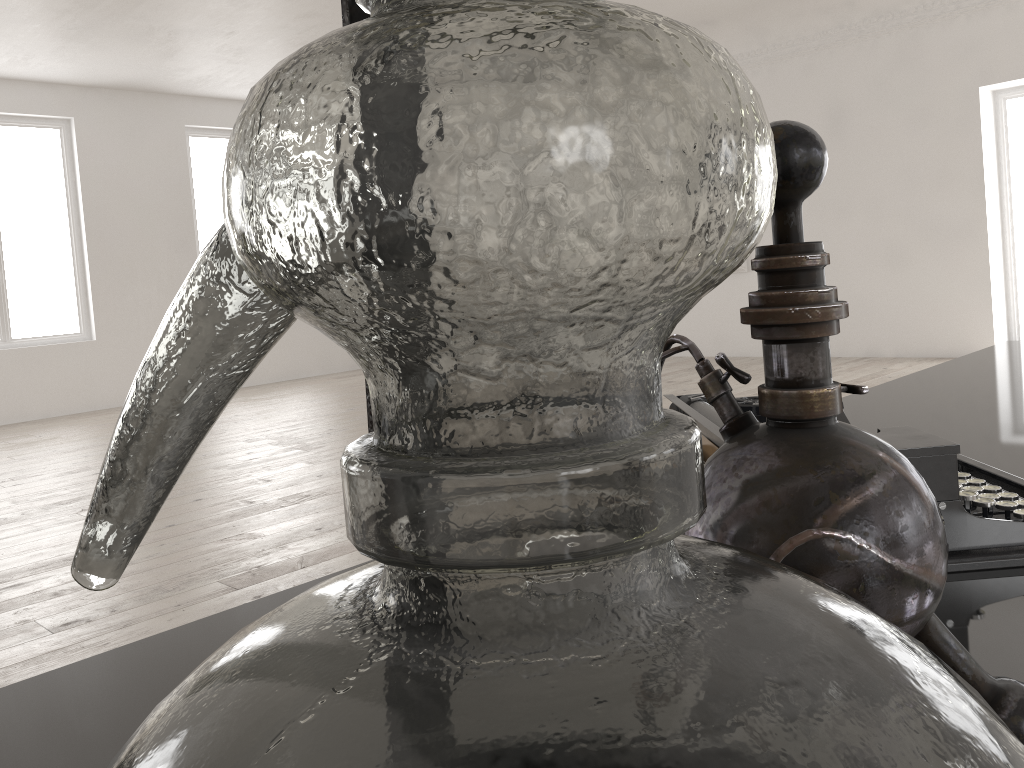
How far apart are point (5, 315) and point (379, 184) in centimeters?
1129cm

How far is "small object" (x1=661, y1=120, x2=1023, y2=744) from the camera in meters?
0.4

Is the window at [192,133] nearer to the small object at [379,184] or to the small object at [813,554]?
the small object at [813,554]

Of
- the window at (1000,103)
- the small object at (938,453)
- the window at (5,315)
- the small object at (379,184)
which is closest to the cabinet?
the small object at (938,453)

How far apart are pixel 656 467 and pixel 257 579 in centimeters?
377cm

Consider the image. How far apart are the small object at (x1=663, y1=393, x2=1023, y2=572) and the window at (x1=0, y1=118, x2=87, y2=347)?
10.6m

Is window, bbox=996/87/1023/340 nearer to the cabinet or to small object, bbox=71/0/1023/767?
the cabinet

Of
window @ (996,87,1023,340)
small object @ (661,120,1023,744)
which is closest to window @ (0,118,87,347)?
window @ (996,87,1023,340)

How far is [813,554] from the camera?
0.4 meters

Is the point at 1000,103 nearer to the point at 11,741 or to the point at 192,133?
the point at 192,133
